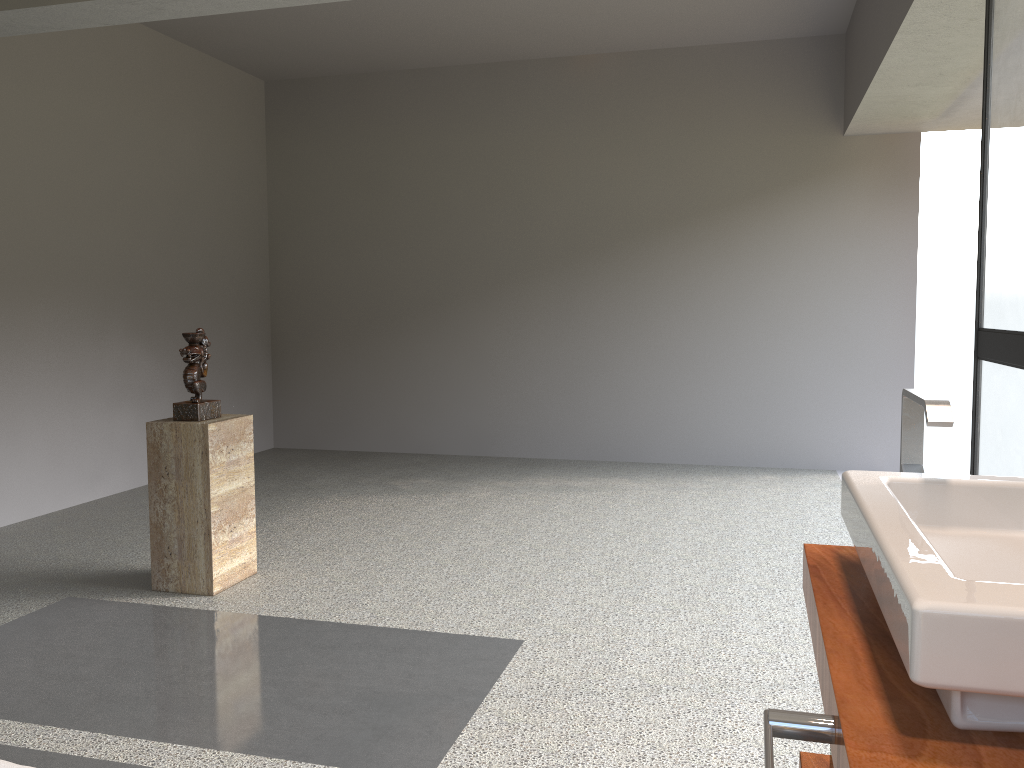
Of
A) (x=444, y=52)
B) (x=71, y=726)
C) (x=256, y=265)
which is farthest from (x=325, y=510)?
(x=444, y=52)

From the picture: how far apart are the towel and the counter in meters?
0.9 m

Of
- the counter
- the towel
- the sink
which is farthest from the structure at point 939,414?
the towel

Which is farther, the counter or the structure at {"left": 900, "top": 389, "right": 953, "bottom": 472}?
the structure at {"left": 900, "top": 389, "right": 953, "bottom": 472}

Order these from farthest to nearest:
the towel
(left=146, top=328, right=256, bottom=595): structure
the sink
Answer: (left=146, top=328, right=256, bottom=595): structure
the towel
the sink

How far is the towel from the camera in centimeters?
101cm

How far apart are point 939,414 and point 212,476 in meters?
2.8

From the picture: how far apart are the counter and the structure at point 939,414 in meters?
0.2 m

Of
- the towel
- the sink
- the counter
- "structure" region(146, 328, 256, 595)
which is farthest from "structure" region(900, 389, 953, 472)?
"structure" region(146, 328, 256, 595)

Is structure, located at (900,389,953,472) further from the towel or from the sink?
the towel
